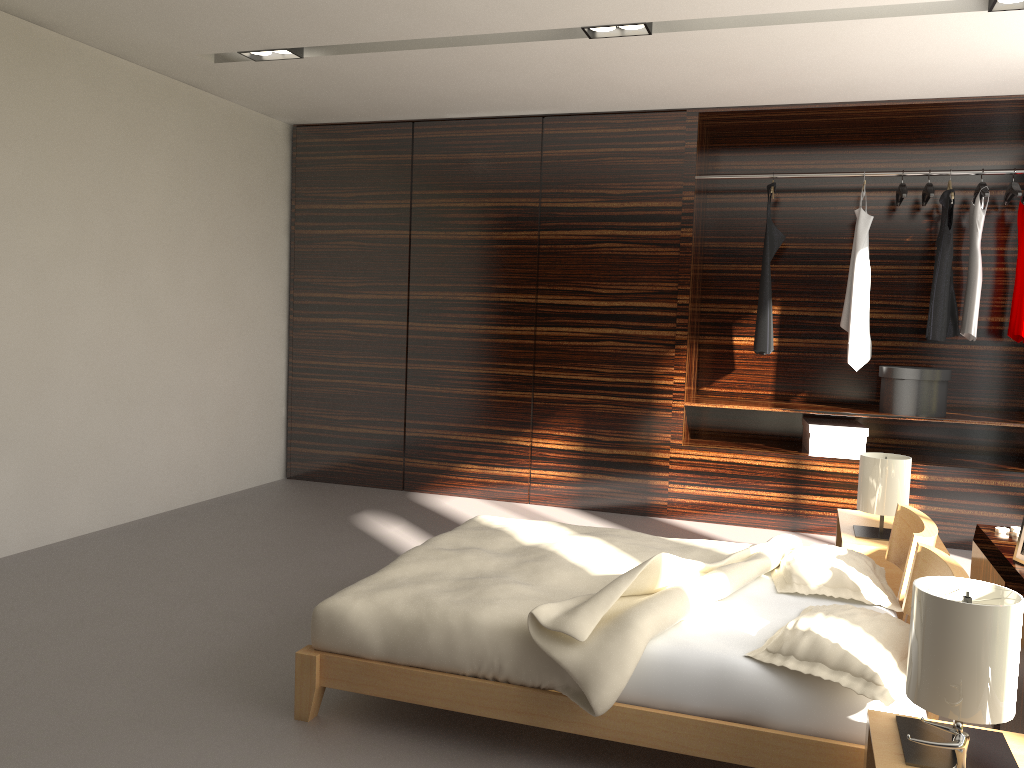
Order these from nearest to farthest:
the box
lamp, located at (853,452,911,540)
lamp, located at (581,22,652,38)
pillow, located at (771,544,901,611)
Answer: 1. pillow, located at (771,544,901,611)
2. lamp, located at (853,452,911,540)
3. lamp, located at (581,22,652,38)
4. the box

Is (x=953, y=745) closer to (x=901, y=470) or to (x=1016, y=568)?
(x=1016, y=568)

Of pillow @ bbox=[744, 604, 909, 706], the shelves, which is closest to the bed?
pillow @ bbox=[744, 604, 909, 706]

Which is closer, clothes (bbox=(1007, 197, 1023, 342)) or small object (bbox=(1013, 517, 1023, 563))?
small object (bbox=(1013, 517, 1023, 563))

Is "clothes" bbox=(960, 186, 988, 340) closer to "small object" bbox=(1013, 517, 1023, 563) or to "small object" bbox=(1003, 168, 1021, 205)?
"small object" bbox=(1003, 168, 1021, 205)

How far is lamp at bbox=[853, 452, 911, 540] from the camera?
3.5 meters

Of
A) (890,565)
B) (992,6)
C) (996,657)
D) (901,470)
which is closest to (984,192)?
(992,6)

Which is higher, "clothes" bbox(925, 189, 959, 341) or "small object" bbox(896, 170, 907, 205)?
"small object" bbox(896, 170, 907, 205)

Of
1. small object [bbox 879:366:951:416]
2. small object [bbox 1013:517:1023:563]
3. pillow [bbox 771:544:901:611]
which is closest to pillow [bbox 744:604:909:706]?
pillow [bbox 771:544:901:611]

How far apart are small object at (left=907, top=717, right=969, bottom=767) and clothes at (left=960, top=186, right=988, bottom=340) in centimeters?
372cm
